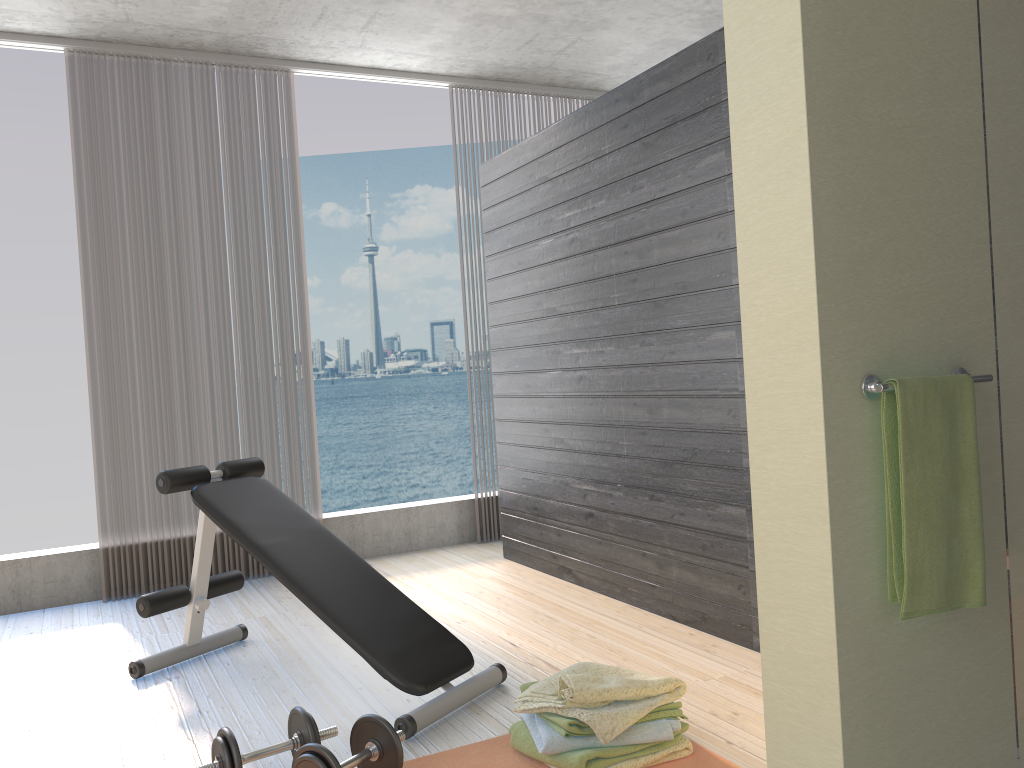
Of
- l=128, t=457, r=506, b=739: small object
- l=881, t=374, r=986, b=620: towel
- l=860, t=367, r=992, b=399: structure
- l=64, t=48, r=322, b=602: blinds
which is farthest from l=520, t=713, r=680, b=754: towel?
l=64, t=48, r=322, b=602: blinds

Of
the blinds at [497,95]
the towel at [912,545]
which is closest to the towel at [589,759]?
the towel at [912,545]

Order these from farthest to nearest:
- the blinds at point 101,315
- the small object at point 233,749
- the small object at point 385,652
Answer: the blinds at point 101,315 → the small object at point 385,652 → the small object at point 233,749

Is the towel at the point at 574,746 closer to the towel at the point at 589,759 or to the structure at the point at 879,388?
the towel at the point at 589,759

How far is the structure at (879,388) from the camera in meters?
1.6

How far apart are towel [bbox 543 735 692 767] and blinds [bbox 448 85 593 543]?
4.13m

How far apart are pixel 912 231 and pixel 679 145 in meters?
1.7

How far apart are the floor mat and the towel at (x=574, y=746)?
0.1 meters

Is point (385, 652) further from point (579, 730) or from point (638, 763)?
point (638, 763)

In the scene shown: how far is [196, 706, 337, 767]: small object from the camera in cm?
216
